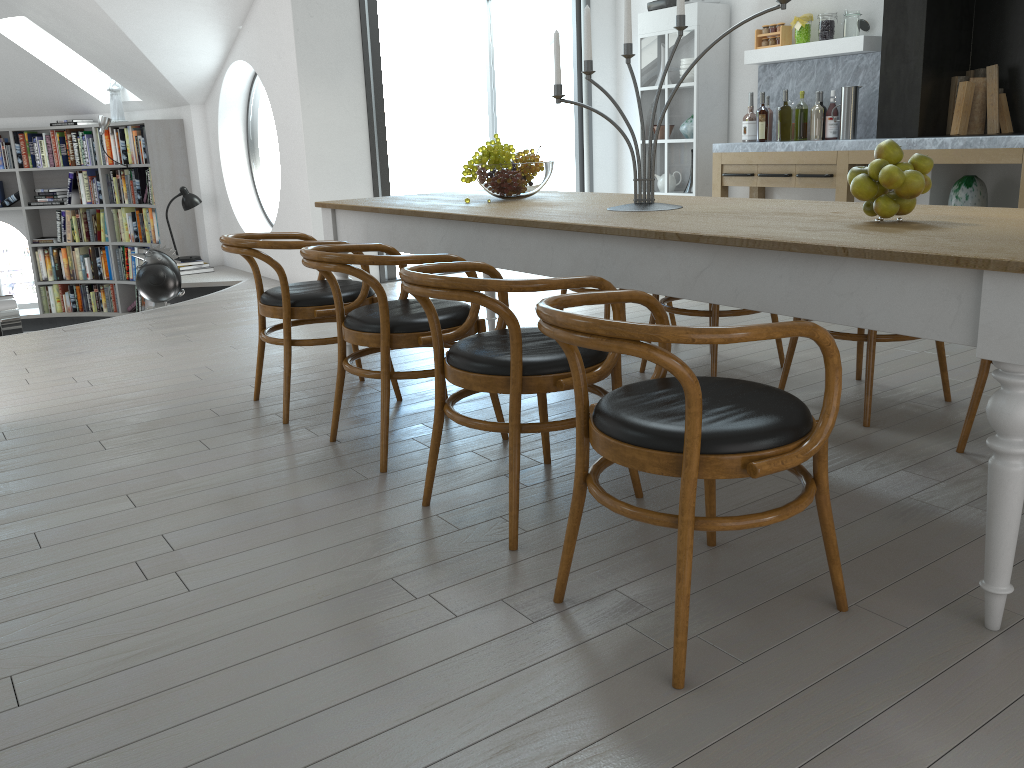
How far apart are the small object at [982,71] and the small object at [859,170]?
4.1 meters

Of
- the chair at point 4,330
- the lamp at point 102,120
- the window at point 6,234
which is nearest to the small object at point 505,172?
the chair at point 4,330

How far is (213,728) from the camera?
1.7 meters

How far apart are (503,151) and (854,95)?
3.2 meters

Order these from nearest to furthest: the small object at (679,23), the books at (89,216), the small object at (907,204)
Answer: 1. the small object at (907,204)
2. the small object at (679,23)
3. the books at (89,216)

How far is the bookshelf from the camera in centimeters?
816cm

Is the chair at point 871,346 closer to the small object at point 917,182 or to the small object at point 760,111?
the small object at point 917,182

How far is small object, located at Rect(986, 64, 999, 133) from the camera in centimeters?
547cm

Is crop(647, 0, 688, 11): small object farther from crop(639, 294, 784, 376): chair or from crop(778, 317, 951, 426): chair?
crop(778, 317, 951, 426): chair

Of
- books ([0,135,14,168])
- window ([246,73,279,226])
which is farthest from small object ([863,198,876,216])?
books ([0,135,14,168])
